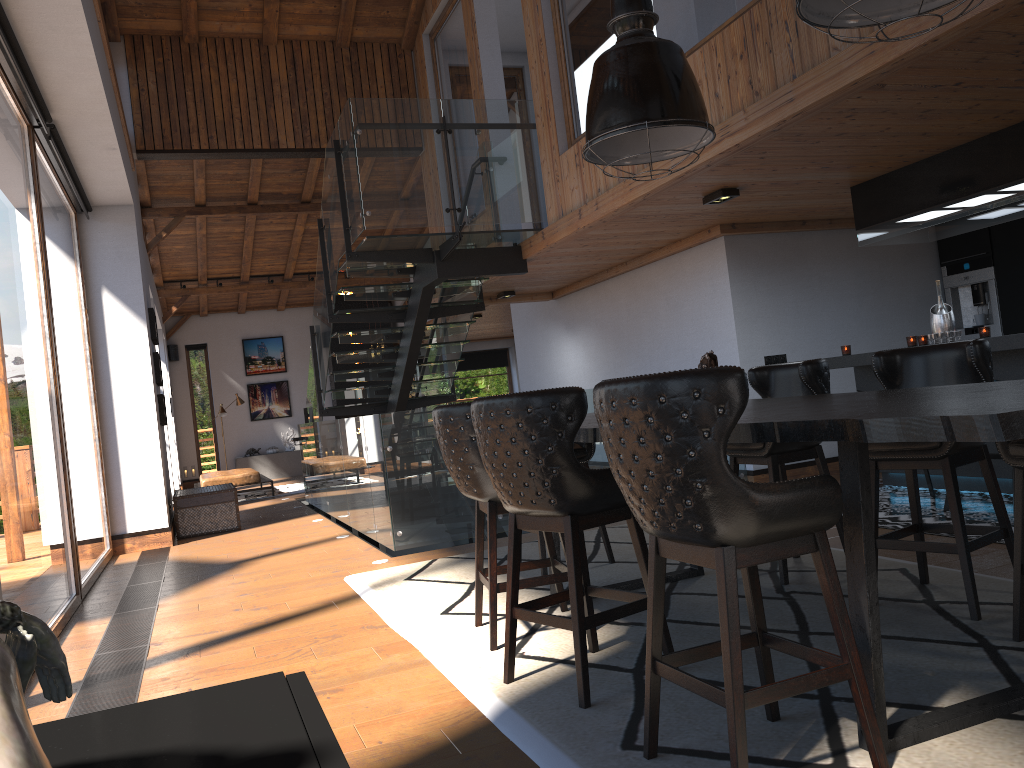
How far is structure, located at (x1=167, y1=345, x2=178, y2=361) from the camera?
18.88m

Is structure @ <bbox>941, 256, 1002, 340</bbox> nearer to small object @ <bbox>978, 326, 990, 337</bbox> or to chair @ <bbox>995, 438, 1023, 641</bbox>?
small object @ <bbox>978, 326, 990, 337</bbox>

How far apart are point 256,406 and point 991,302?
15.3 meters

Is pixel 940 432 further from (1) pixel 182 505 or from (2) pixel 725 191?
(1) pixel 182 505

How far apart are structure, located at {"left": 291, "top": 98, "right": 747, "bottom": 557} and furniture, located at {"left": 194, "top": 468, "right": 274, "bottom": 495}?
1.5m

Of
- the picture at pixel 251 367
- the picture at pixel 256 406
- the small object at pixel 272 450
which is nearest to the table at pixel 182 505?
the small object at pixel 272 450

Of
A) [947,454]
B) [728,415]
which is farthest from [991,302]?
[728,415]

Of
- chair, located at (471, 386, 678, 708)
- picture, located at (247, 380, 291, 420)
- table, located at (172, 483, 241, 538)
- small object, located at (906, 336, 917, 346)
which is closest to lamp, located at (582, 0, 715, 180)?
chair, located at (471, 386, 678, 708)

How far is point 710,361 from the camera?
3.6m

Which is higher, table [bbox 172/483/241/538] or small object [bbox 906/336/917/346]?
small object [bbox 906/336/917/346]
